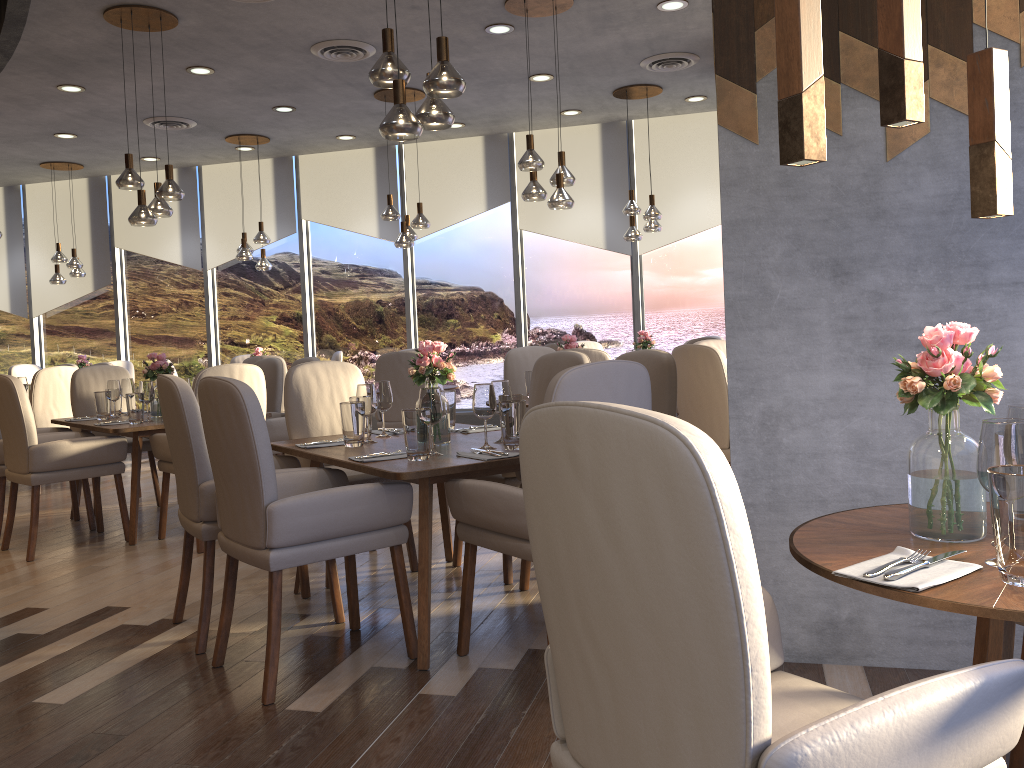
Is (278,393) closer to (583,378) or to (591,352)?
(591,352)

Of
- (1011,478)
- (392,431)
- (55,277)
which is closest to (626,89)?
(392,431)

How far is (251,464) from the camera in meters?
2.7

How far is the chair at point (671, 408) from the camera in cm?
365

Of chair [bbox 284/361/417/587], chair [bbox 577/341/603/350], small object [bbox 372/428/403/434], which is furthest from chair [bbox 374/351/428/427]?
small object [bbox 372/428/403/434]

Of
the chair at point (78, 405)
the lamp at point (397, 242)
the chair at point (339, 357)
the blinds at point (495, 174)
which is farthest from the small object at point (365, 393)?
the blinds at point (495, 174)

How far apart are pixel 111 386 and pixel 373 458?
3.25m

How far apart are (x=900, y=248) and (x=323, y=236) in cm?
810

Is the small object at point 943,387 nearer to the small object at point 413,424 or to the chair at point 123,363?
the small object at point 413,424

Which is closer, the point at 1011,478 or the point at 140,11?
the point at 1011,478
